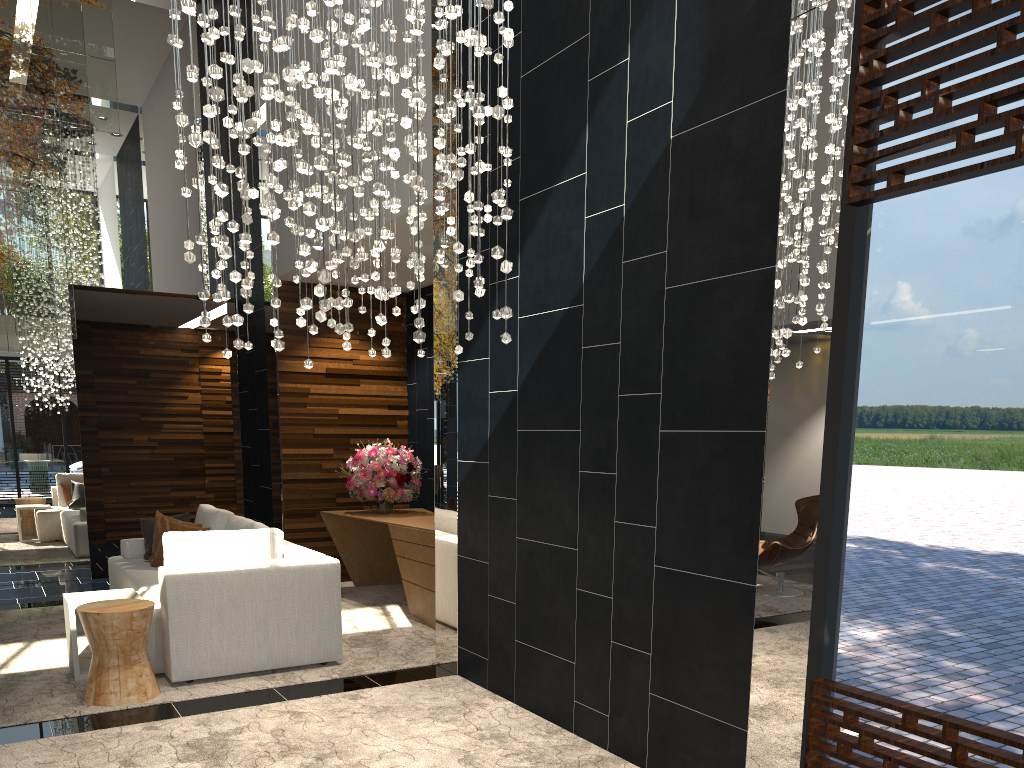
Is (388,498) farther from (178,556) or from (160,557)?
(178,556)

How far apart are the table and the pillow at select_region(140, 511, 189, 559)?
1.6 meters

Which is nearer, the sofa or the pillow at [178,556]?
the sofa

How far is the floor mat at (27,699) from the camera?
4.52m

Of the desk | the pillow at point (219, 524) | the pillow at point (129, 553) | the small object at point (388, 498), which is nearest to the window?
the desk

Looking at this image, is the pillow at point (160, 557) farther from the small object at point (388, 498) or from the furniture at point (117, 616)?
the furniture at point (117, 616)

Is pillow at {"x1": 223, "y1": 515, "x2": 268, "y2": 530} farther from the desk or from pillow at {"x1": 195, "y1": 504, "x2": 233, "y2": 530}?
the desk

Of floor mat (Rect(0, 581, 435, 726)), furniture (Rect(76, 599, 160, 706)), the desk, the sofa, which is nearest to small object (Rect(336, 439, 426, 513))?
the desk

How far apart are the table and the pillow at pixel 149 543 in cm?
163

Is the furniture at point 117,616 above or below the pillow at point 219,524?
below
